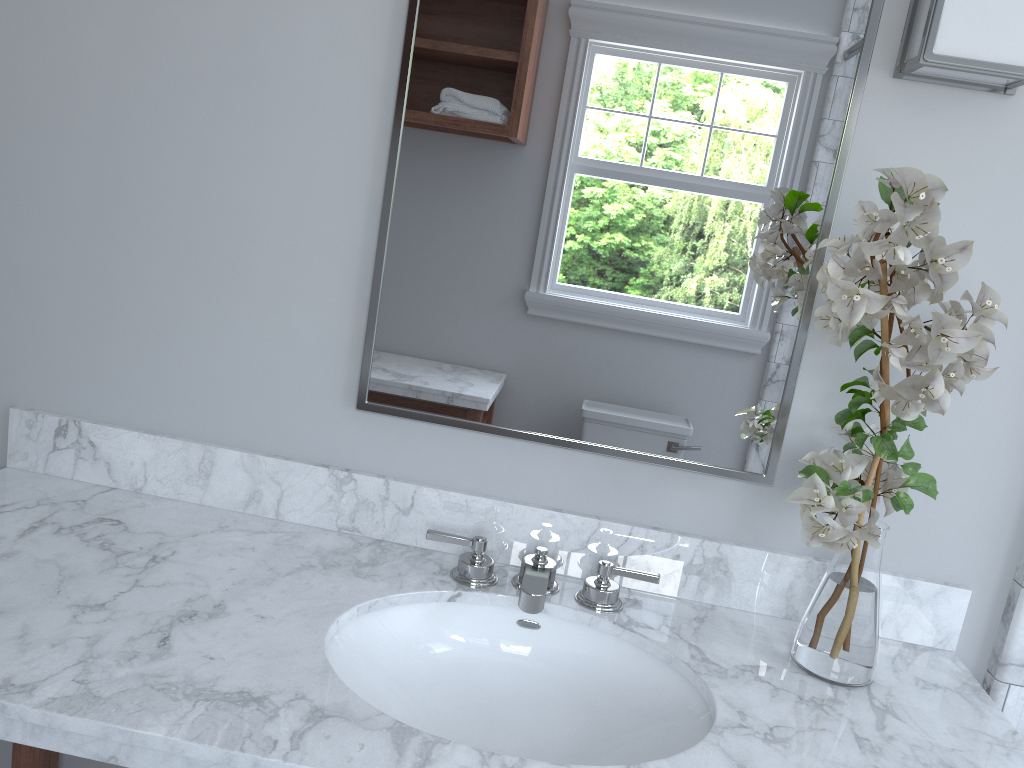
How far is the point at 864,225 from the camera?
1.0 meters

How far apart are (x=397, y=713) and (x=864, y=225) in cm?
88

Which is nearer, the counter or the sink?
the counter

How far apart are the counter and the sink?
0.0m

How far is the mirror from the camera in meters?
1.3 m

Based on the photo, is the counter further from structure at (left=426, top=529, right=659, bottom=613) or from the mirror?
the mirror

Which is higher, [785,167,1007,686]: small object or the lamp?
the lamp

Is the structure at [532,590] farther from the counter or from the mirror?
the mirror

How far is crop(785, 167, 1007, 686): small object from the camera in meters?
1.0 m

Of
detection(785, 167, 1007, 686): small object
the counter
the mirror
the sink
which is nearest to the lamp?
the mirror
